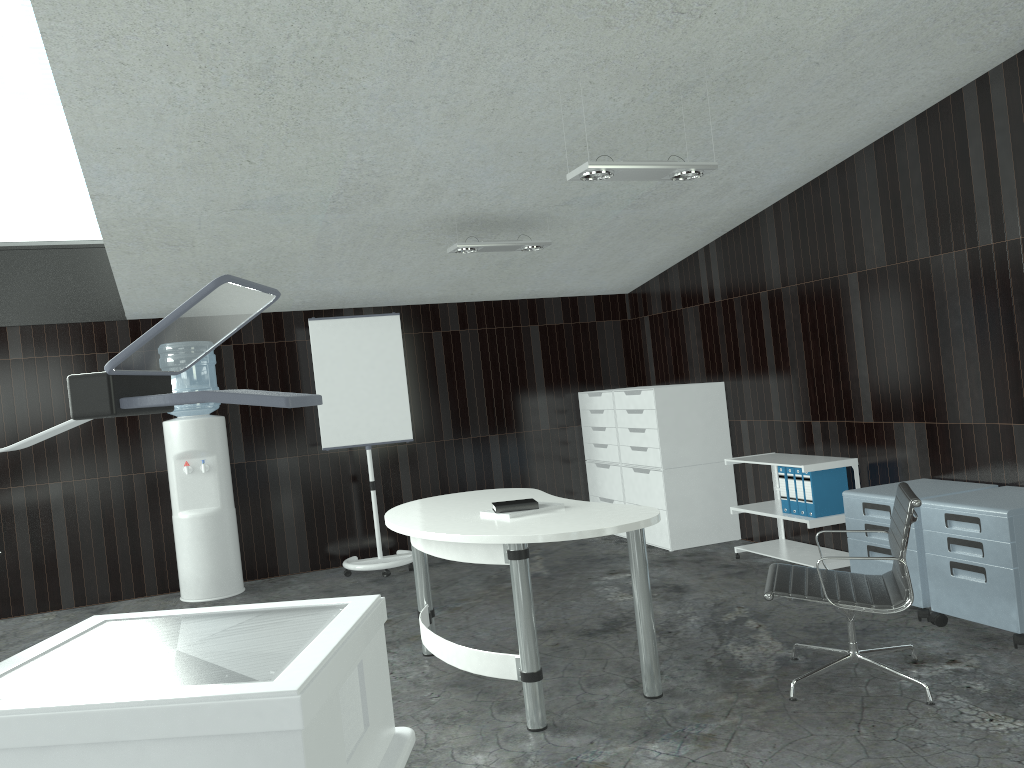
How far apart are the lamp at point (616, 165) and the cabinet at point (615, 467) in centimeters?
323cm

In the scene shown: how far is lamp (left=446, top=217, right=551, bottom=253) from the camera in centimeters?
522cm

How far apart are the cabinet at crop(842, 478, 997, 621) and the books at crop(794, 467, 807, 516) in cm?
70

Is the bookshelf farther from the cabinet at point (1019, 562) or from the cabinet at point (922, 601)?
the cabinet at point (1019, 562)

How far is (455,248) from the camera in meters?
5.2 m

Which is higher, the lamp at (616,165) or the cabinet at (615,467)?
the lamp at (616,165)

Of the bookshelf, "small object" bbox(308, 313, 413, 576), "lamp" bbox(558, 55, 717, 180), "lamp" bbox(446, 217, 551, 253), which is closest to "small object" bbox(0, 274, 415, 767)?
"lamp" bbox(558, 55, 717, 180)

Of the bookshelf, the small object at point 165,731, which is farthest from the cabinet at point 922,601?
the small object at point 165,731

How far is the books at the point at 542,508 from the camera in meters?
3.7

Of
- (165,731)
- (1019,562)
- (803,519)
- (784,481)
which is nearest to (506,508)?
(1019,562)
